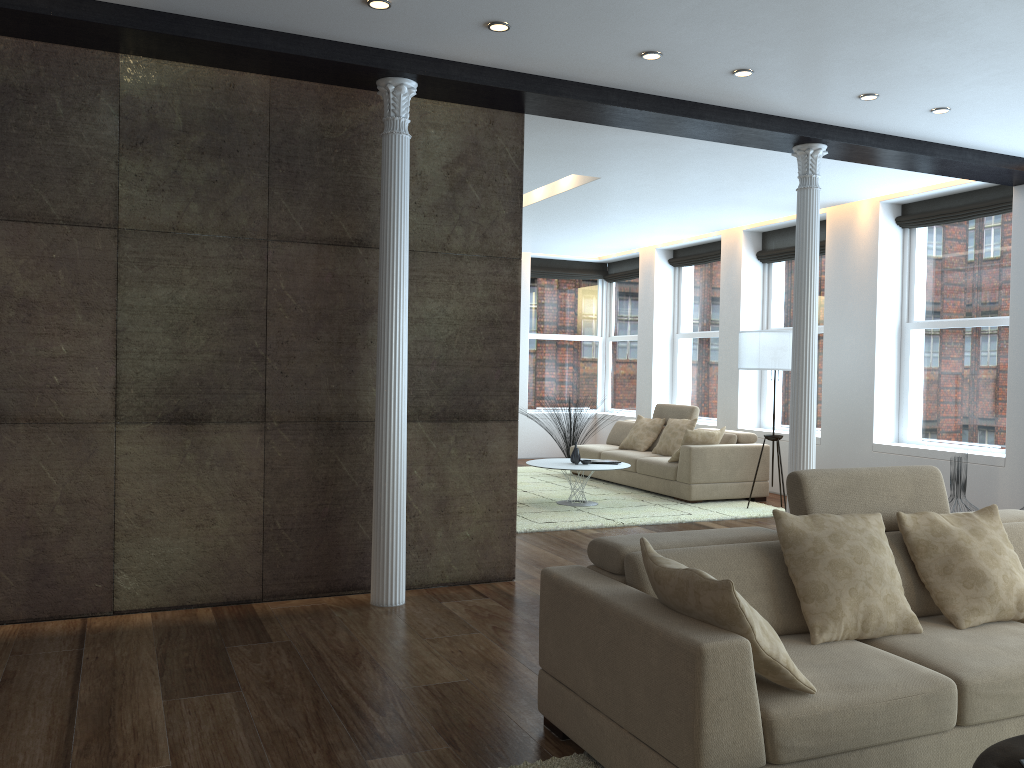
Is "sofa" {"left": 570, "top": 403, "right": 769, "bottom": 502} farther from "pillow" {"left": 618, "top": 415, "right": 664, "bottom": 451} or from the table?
the table

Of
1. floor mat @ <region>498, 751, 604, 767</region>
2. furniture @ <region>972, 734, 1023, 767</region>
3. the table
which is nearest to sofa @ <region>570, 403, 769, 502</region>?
the table

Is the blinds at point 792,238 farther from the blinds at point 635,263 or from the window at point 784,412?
the blinds at point 635,263

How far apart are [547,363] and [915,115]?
8.22m

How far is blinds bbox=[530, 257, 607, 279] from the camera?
13.30m

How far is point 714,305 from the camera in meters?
11.5

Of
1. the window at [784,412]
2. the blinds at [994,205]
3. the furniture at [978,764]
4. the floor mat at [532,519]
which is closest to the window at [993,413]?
the blinds at [994,205]

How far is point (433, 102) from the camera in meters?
5.2 m

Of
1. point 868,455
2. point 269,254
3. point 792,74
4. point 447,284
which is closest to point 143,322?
point 269,254

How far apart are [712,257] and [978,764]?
9.51m
